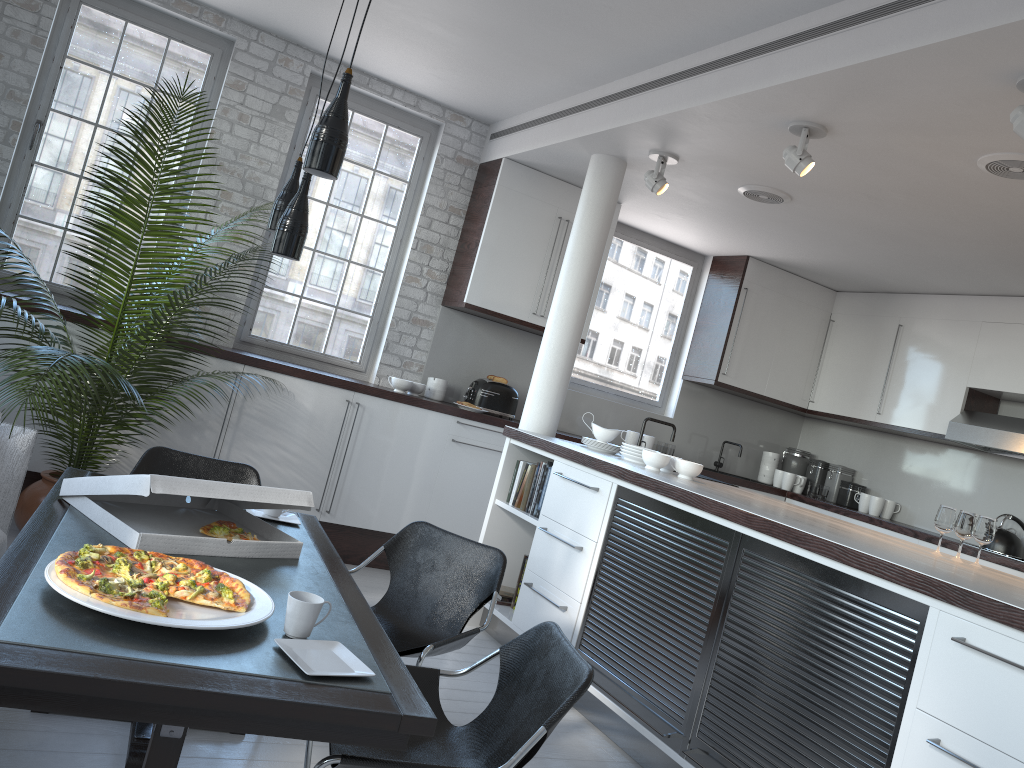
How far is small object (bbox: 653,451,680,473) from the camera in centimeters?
486cm

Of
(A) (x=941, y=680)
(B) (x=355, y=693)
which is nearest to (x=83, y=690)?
(B) (x=355, y=693)

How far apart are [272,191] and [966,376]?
5.15m

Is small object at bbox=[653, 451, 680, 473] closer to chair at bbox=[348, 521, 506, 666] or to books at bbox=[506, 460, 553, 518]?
books at bbox=[506, 460, 553, 518]

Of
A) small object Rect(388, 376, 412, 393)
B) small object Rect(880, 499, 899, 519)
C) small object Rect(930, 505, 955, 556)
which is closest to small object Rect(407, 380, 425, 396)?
small object Rect(388, 376, 412, 393)

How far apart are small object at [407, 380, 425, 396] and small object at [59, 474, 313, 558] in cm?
303

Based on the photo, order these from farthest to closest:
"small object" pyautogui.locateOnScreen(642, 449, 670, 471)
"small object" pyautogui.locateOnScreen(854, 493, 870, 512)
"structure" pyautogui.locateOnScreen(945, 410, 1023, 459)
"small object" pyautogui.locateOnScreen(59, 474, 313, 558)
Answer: "small object" pyautogui.locateOnScreen(854, 493, 870, 512), "structure" pyautogui.locateOnScreen(945, 410, 1023, 459), "small object" pyautogui.locateOnScreen(642, 449, 670, 471), "small object" pyautogui.locateOnScreen(59, 474, 313, 558)

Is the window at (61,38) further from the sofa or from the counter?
the counter

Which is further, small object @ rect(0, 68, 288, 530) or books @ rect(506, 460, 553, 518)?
books @ rect(506, 460, 553, 518)

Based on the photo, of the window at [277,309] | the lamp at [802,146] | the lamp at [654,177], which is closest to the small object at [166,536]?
the lamp at [802,146]
